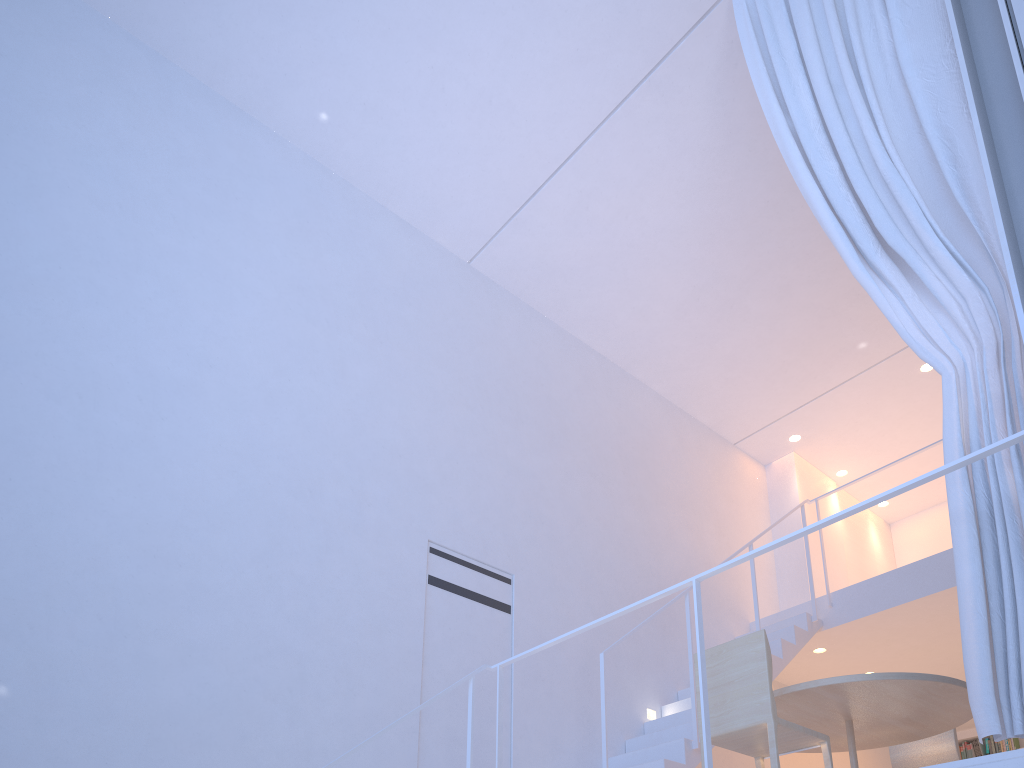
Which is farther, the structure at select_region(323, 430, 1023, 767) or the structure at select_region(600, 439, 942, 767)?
the structure at select_region(600, 439, 942, 767)

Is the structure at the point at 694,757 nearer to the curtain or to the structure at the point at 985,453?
the structure at the point at 985,453

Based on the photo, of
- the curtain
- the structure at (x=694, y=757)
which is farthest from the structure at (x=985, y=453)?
the structure at (x=694, y=757)

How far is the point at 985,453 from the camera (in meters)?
1.38

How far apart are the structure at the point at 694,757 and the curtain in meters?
1.2

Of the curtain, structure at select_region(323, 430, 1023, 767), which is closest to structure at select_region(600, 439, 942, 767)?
structure at select_region(323, 430, 1023, 767)

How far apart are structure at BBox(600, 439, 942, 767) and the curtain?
A: 1.2 meters

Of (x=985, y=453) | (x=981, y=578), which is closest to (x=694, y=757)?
(x=981, y=578)

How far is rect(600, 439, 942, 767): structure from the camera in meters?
2.6 m

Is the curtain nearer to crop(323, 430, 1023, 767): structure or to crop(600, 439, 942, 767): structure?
crop(323, 430, 1023, 767): structure
